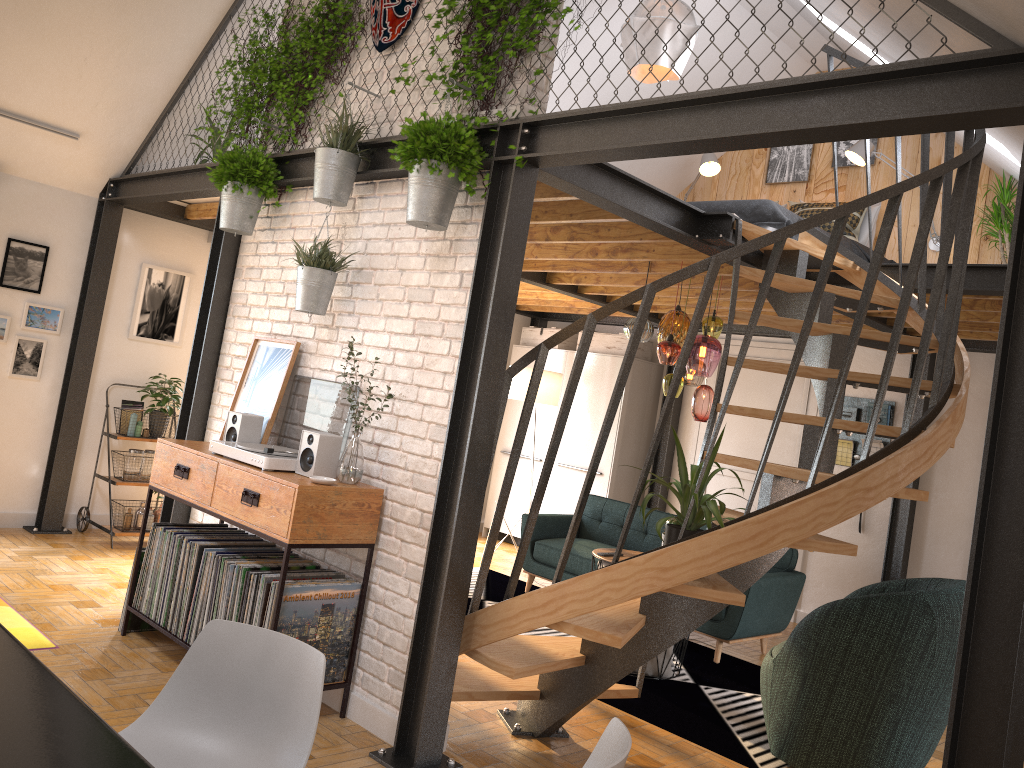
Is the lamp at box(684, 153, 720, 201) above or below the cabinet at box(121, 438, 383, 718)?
above

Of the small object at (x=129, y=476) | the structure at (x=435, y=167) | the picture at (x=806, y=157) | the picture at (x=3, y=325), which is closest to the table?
the structure at (x=435, y=167)

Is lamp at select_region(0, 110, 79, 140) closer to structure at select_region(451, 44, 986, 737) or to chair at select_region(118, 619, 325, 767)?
structure at select_region(451, 44, 986, 737)

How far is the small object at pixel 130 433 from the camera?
6.35m

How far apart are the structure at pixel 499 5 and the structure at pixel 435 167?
0.03m

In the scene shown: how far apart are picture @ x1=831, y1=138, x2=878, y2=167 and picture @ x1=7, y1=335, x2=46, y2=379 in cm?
642

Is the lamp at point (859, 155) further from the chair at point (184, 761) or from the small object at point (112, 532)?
the chair at point (184, 761)

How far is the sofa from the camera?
5.6 meters

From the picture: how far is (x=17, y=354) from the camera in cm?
604

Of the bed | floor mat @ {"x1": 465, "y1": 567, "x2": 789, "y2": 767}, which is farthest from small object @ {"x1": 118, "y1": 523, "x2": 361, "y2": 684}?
the bed
